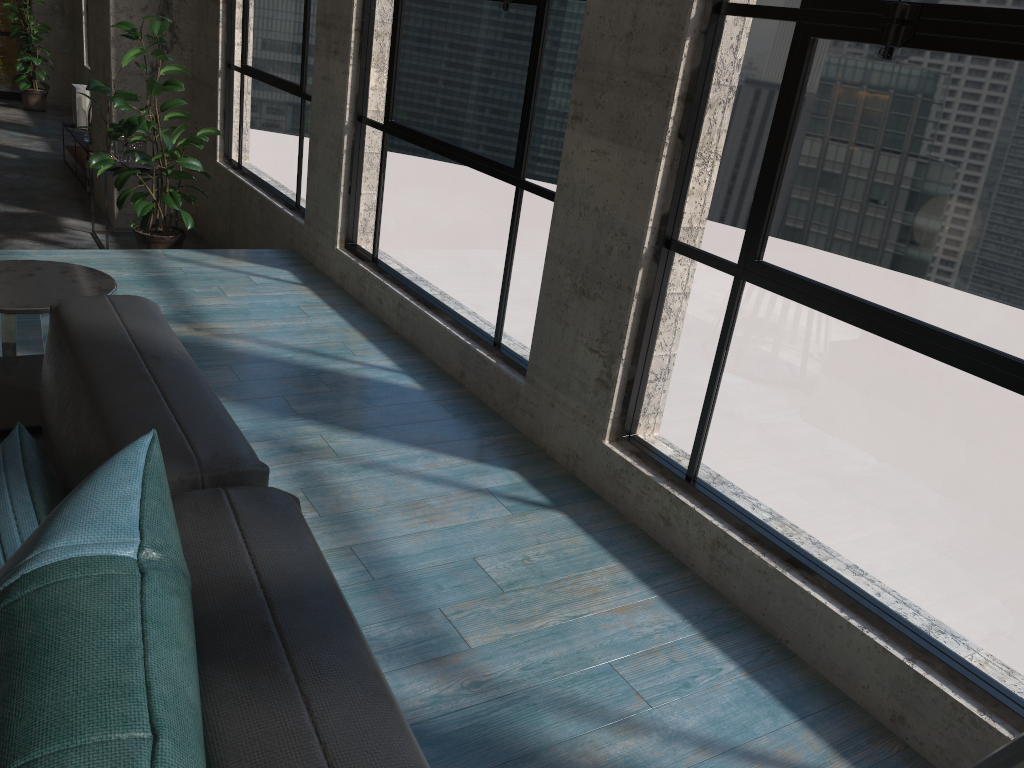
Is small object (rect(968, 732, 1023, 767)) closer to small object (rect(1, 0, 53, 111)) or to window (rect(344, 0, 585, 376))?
window (rect(344, 0, 585, 376))

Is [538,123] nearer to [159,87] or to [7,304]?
[7,304]

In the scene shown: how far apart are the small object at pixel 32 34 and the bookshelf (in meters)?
2.92

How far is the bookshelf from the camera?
7.6m

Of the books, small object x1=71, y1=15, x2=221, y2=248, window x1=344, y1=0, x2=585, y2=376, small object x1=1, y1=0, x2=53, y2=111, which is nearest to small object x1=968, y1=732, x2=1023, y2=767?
window x1=344, y1=0, x2=585, y2=376

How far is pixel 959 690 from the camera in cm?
186

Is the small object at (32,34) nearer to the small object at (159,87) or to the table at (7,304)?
the small object at (159,87)

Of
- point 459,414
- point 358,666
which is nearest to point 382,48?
point 459,414

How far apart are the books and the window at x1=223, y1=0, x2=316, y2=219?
2.89m

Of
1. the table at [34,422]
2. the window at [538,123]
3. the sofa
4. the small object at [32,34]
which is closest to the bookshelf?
the small object at [32,34]
